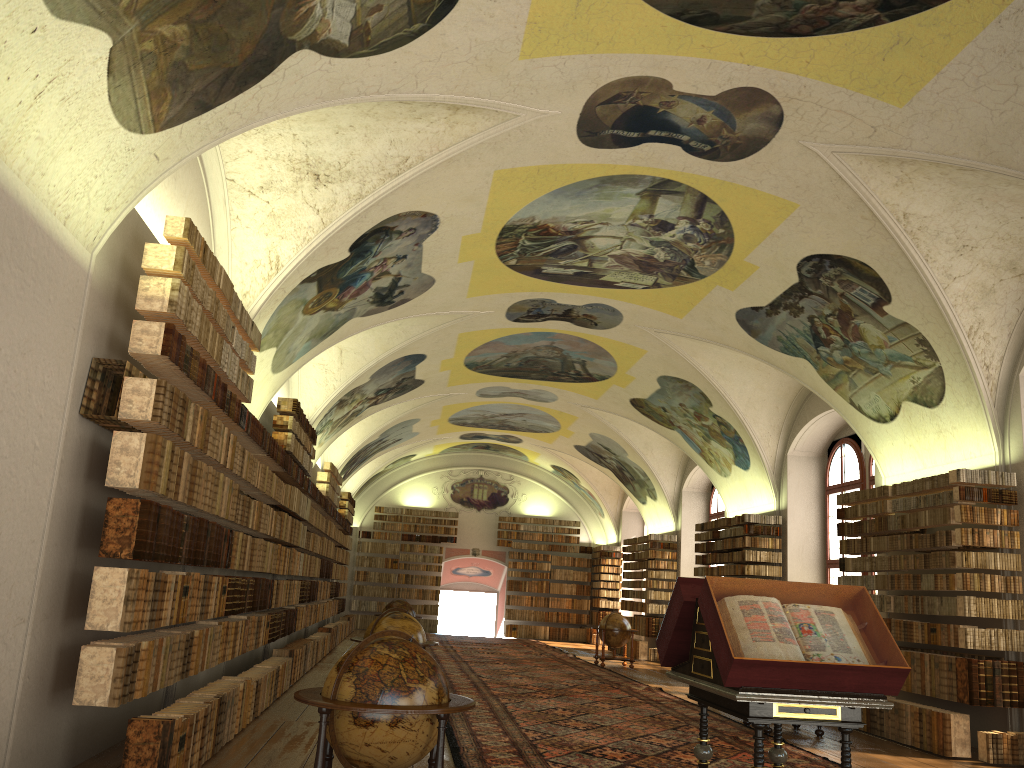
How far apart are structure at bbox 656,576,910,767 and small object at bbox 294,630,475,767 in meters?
1.7 m

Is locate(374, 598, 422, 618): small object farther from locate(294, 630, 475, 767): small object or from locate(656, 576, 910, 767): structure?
locate(294, 630, 475, 767): small object

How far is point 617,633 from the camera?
23.5m

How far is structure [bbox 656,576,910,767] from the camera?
6.0m

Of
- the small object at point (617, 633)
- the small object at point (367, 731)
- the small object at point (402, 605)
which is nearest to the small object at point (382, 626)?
the small object at point (367, 731)

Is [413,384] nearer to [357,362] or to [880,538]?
[357,362]

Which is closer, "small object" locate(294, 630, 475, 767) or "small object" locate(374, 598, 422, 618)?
"small object" locate(294, 630, 475, 767)

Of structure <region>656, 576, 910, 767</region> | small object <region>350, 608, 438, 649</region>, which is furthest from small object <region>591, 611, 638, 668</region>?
structure <region>656, 576, 910, 767</region>

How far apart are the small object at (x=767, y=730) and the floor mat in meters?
0.2 m

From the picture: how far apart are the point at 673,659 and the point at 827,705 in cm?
162
